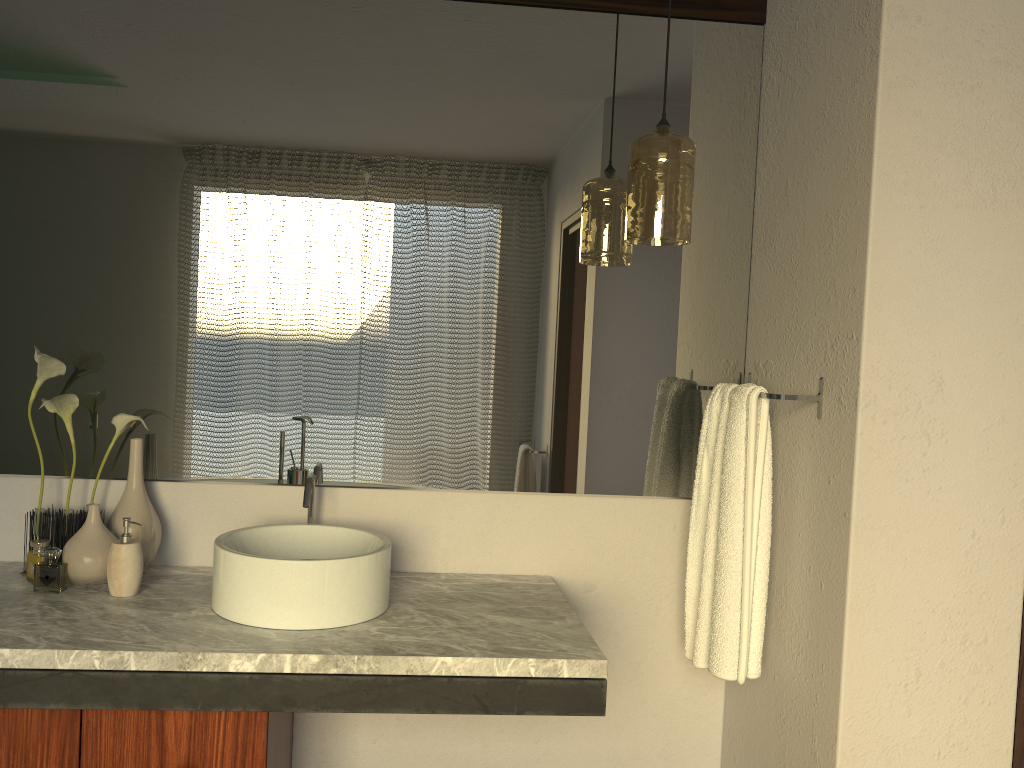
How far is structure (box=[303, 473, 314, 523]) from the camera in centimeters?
188cm

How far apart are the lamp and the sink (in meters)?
0.81

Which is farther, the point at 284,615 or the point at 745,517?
the point at 745,517

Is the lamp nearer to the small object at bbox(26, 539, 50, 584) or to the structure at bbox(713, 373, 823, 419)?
the structure at bbox(713, 373, 823, 419)

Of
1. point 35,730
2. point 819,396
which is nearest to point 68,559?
point 35,730

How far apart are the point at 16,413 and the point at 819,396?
1.74m

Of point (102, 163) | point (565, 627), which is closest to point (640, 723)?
point (565, 627)

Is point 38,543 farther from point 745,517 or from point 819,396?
point 819,396

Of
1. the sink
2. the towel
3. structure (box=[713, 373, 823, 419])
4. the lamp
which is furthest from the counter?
the lamp

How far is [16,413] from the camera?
1.97m
